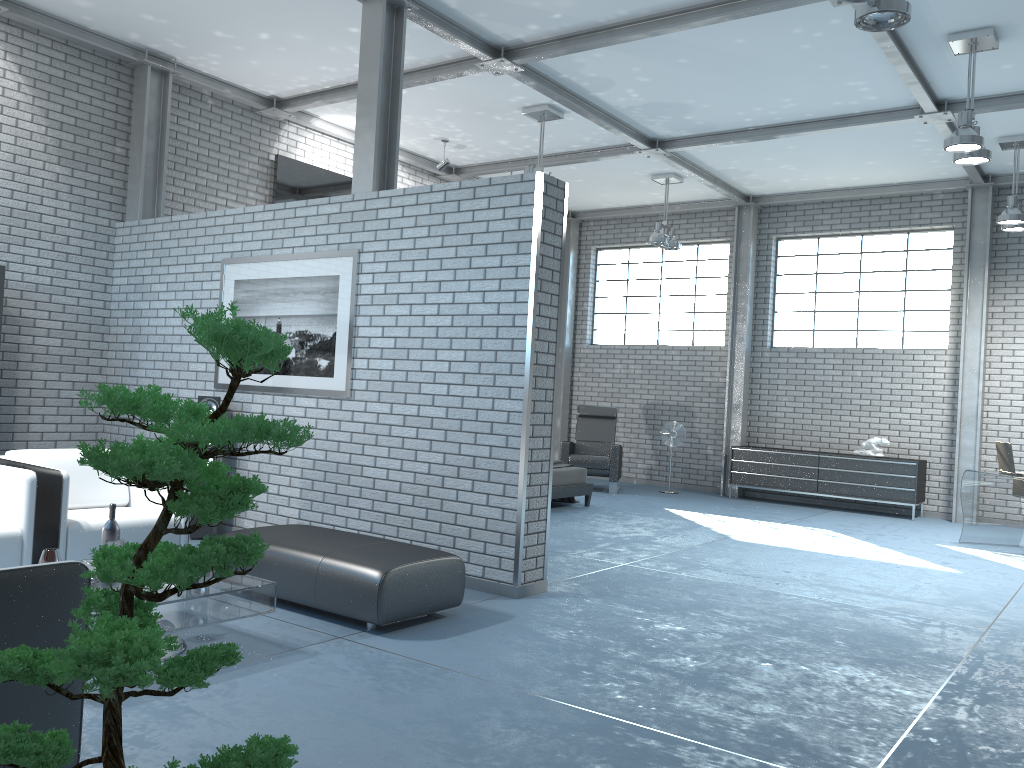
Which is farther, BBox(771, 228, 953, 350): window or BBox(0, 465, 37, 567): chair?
BBox(771, 228, 953, 350): window

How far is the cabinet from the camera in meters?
10.3

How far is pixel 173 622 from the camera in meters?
3.6 m

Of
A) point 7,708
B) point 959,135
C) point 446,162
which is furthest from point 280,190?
point 7,708

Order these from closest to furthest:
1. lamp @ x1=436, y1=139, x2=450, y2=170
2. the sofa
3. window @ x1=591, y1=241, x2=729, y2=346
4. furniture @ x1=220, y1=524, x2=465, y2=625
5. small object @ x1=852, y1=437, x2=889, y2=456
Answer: the sofa, furniture @ x1=220, y1=524, x2=465, y2=625, lamp @ x1=436, y1=139, x2=450, y2=170, small object @ x1=852, y1=437, x2=889, y2=456, window @ x1=591, y1=241, x2=729, y2=346

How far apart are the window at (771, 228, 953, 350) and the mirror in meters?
5.8

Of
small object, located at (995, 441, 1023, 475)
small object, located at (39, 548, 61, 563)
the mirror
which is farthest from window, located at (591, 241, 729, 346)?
small object, located at (39, 548, 61, 563)

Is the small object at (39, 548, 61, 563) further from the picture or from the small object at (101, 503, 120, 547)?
the picture

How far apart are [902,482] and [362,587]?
8.0 meters

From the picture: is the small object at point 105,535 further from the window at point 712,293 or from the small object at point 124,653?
the window at point 712,293
